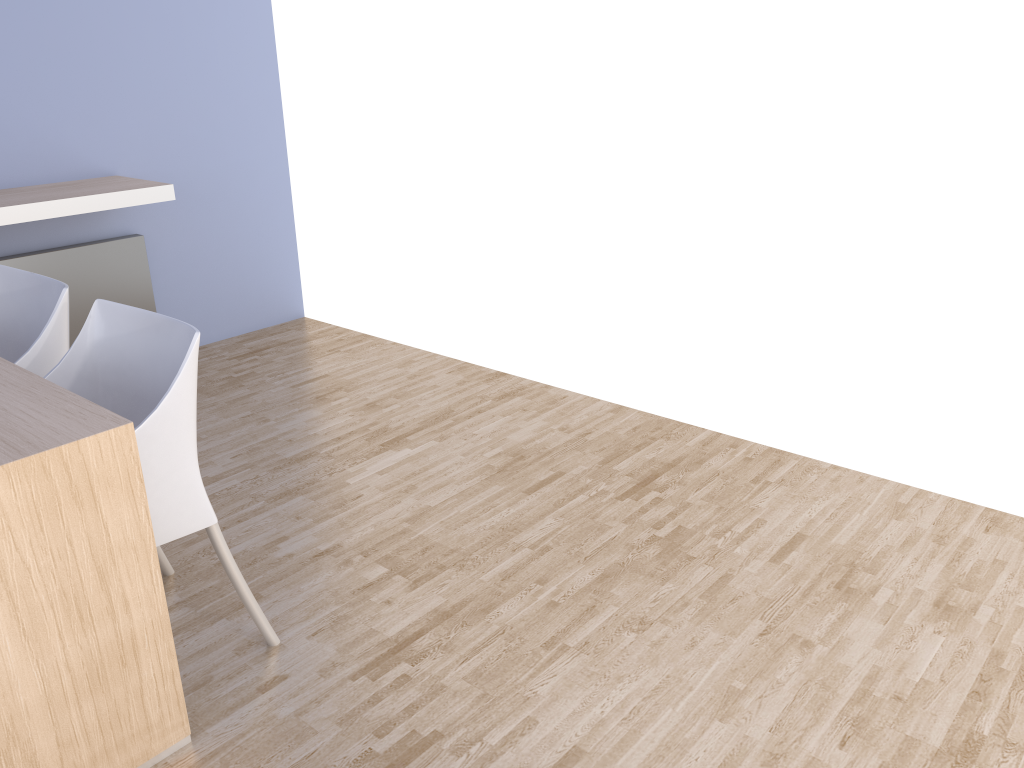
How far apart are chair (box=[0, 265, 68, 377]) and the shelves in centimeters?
77cm

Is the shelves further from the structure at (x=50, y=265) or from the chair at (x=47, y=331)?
the chair at (x=47, y=331)

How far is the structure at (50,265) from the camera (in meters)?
3.59

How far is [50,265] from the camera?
3.6 meters

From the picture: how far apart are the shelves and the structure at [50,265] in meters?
0.3

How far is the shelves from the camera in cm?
312

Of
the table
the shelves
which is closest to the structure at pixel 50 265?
the shelves

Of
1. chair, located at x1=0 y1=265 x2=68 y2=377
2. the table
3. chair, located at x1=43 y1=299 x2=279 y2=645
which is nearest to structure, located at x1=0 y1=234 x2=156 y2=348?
chair, located at x1=0 y1=265 x2=68 y2=377

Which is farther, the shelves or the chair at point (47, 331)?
the shelves

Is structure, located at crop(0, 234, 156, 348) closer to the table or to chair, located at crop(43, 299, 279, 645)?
chair, located at crop(43, 299, 279, 645)
